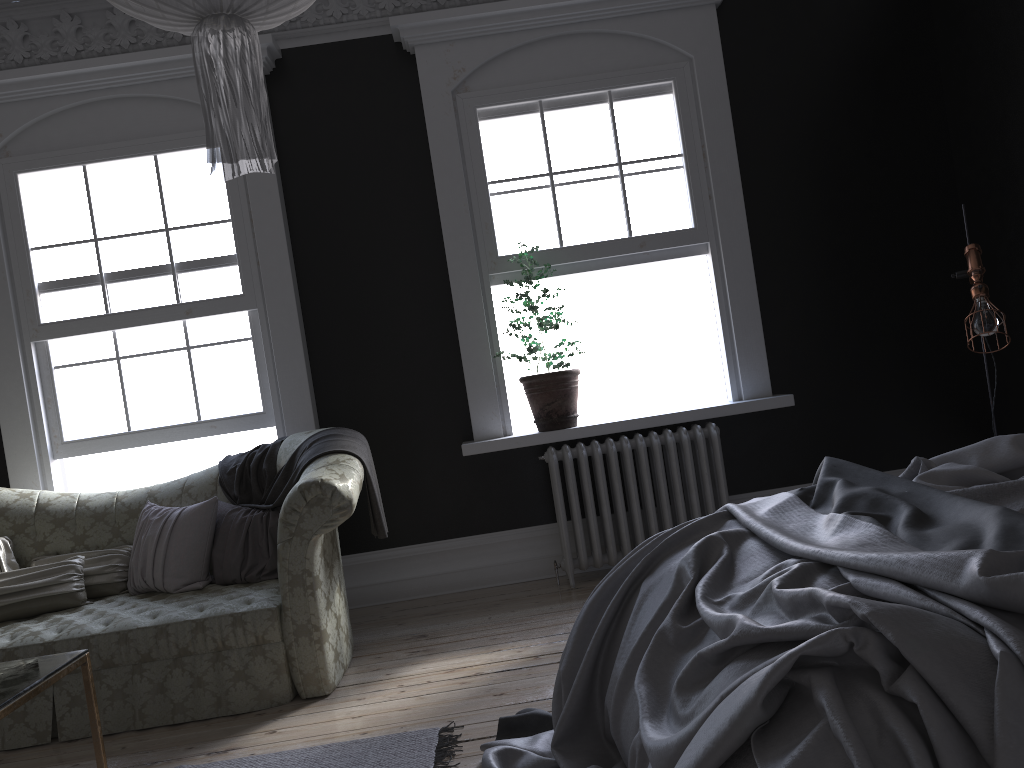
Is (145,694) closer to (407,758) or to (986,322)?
(407,758)

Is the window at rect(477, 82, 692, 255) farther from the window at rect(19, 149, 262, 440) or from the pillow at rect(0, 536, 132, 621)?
the pillow at rect(0, 536, 132, 621)

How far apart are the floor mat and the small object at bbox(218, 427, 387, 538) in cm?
112

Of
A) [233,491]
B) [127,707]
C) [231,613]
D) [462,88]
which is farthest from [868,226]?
[127,707]

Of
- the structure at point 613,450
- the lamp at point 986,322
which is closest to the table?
the structure at point 613,450

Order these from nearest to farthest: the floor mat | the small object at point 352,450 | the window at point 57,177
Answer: the floor mat < the small object at point 352,450 < the window at point 57,177

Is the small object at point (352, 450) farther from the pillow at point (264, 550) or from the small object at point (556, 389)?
the small object at point (556, 389)

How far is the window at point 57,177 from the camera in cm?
534

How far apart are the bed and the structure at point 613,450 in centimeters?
202cm

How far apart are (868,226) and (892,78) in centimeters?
95cm
